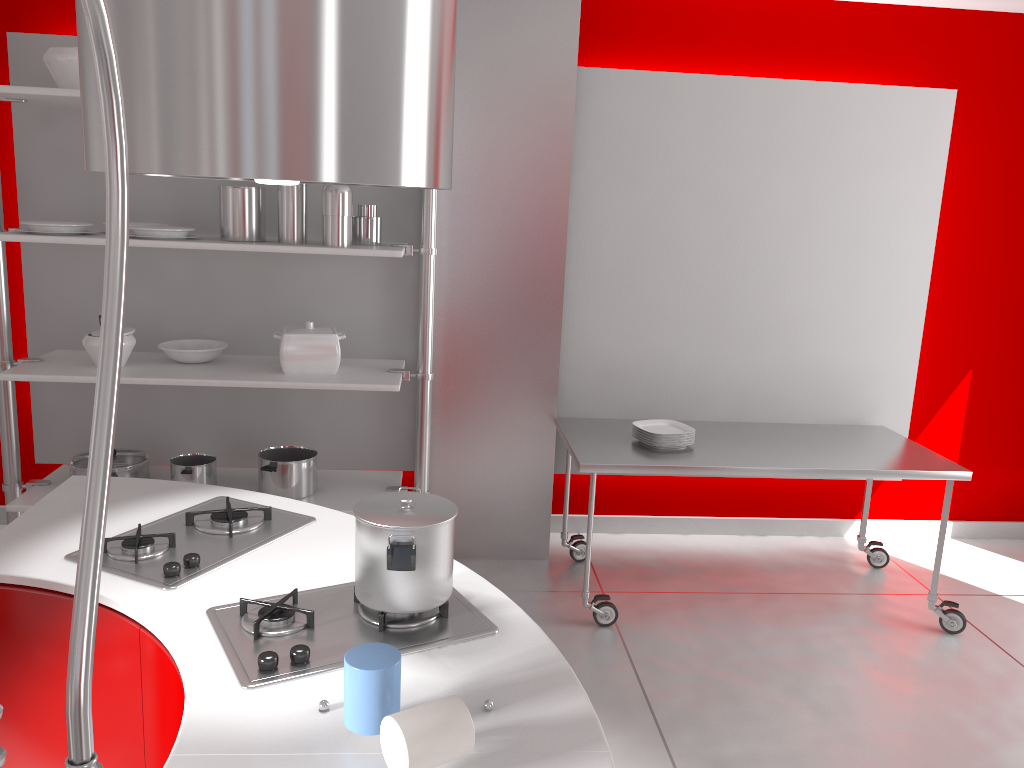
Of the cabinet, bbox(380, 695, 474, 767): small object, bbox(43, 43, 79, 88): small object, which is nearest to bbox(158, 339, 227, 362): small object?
bbox(43, 43, 79, 88): small object

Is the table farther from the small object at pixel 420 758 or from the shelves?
the small object at pixel 420 758

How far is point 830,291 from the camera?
4.05m

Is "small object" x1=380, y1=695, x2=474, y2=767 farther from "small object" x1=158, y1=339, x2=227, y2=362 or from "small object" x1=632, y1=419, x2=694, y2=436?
"small object" x1=158, y1=339, x2=227, y2=362

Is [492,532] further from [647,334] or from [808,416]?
[808,416]

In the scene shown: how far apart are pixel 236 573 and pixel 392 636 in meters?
0.4 m

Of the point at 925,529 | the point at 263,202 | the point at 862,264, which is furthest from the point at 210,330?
the point at 925,529

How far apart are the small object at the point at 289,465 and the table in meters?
1.0

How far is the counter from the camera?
1.2 meters

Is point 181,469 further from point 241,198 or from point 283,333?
point 241,198
